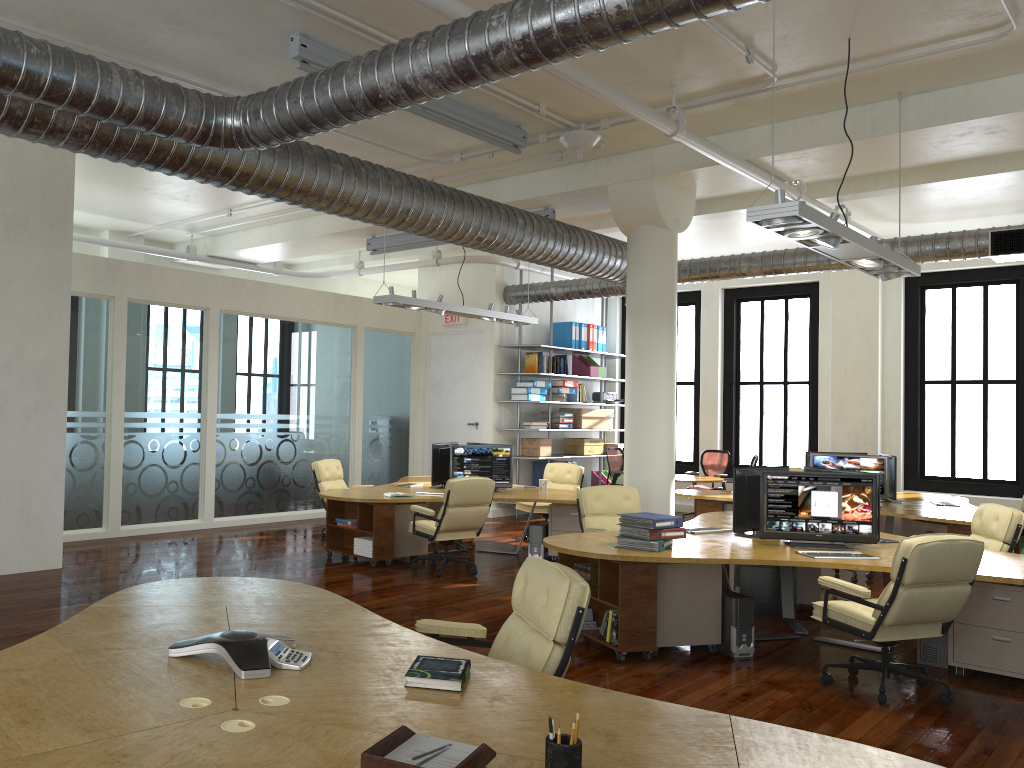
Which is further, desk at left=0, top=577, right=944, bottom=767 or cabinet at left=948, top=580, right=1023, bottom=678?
cabinet at left=948, top=580, right=1023, bottom=678

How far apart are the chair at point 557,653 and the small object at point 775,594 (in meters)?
4.51

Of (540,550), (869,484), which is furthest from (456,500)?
(869,484)

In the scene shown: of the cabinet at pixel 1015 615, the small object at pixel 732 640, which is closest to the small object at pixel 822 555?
the small object at pixel 732 640

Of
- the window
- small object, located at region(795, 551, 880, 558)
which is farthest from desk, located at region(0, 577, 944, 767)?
the window

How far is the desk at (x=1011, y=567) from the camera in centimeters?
579cm

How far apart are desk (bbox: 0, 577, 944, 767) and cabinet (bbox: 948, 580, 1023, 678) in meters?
4.2

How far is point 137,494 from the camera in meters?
11.5 m

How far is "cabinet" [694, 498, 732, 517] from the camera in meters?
10.6

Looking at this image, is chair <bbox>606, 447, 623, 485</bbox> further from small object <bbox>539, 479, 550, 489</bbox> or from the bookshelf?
small object <bbox>539, 479, 550, 489</bbox>
